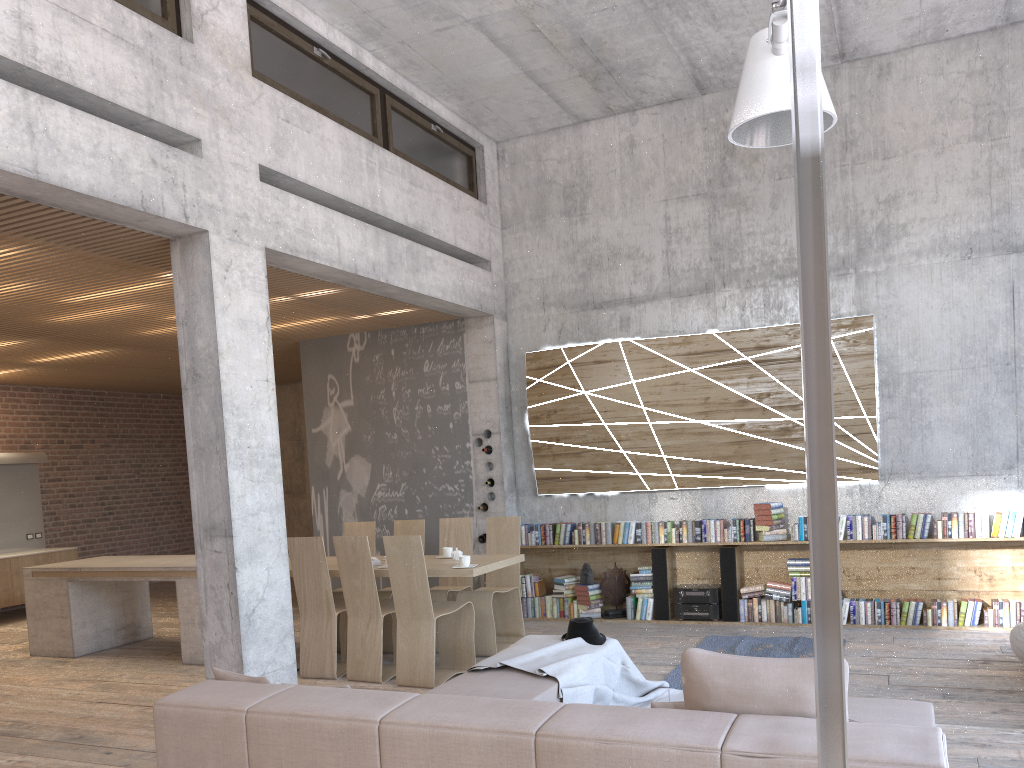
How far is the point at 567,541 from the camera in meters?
9.0 m

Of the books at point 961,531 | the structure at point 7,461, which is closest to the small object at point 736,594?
the books at point 961,531

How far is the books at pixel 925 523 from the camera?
7.7 meters

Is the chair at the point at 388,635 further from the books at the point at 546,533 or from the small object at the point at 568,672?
the small object at the point at 568,672

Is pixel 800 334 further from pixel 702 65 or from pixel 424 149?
pixel 424 149

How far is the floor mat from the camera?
6.80m

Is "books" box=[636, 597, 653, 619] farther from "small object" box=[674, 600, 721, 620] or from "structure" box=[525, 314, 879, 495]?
"structure" box=[525, 314, 879, 495]

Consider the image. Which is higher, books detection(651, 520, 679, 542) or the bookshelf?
books detection(651, 520, 679, 542)

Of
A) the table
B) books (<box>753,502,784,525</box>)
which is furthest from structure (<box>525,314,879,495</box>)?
the table

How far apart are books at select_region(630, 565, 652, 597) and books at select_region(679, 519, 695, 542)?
0.5 meters
